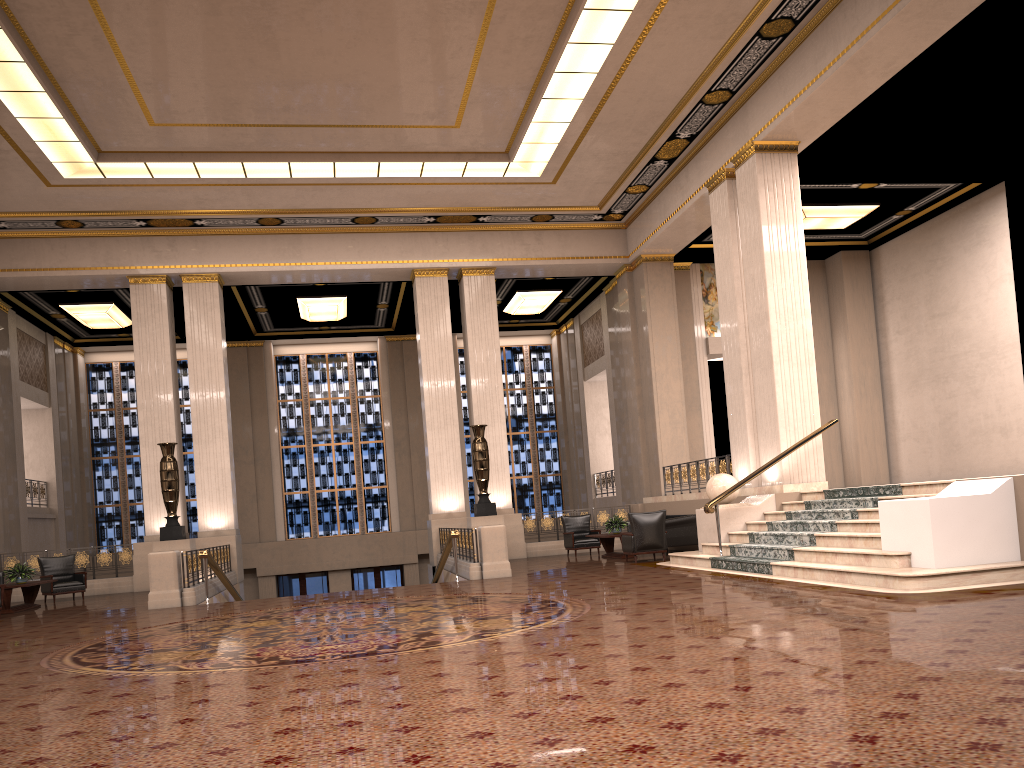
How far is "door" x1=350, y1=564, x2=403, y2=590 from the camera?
24.75m

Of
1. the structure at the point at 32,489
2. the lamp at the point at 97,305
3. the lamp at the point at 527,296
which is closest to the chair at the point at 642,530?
the lamp at the point at 527,296

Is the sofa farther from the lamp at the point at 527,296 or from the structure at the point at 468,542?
the lamp at the point at 527,296

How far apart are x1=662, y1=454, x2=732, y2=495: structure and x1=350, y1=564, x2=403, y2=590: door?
10.05m

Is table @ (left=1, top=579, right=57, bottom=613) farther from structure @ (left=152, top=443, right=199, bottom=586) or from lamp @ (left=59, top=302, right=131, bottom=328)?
lamp @ (left=59, top=302, right=131, bottom=328)

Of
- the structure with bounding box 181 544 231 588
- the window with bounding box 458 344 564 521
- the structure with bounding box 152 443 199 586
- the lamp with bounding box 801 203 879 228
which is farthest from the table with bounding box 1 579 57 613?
the lamp with bounding box 801 203 879 228

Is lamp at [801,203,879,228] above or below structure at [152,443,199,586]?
above

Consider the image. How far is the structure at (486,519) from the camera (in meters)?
17.17

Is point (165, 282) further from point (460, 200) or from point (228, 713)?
point (228, 713)

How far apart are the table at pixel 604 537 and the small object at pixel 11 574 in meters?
9.6 m
